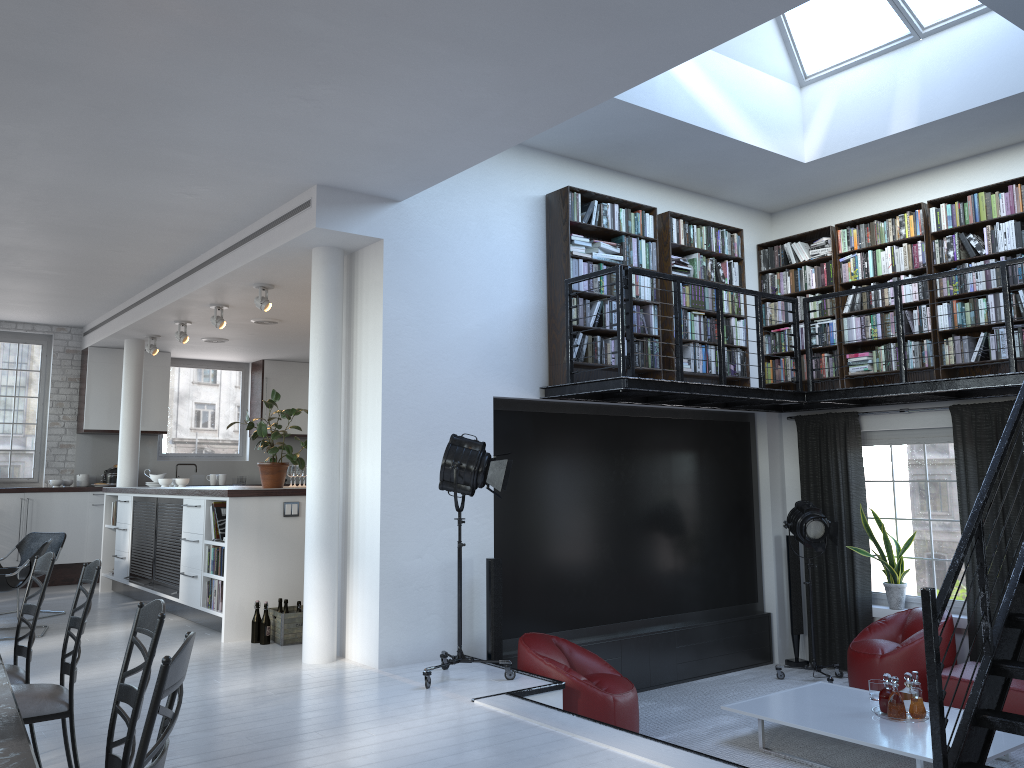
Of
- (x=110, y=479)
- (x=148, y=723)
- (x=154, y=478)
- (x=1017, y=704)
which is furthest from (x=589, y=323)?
(x=110, y=479)

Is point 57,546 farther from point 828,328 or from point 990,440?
point 990,440

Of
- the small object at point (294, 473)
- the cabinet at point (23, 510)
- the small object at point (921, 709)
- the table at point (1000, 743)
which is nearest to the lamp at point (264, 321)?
the small object at point (294, 473)

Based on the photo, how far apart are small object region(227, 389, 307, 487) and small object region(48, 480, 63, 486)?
4.63m

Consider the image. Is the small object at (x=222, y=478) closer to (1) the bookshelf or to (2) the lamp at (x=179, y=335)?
(2) the lamp at (x=179, y=335)

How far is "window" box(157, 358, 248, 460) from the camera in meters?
12.6

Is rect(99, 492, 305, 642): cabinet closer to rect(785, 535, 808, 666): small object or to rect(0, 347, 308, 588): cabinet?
rect(0, 347, 308, 588): cabinet

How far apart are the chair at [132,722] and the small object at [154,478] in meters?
8.6

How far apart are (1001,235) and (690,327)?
2.6m

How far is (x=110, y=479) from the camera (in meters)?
11.58
